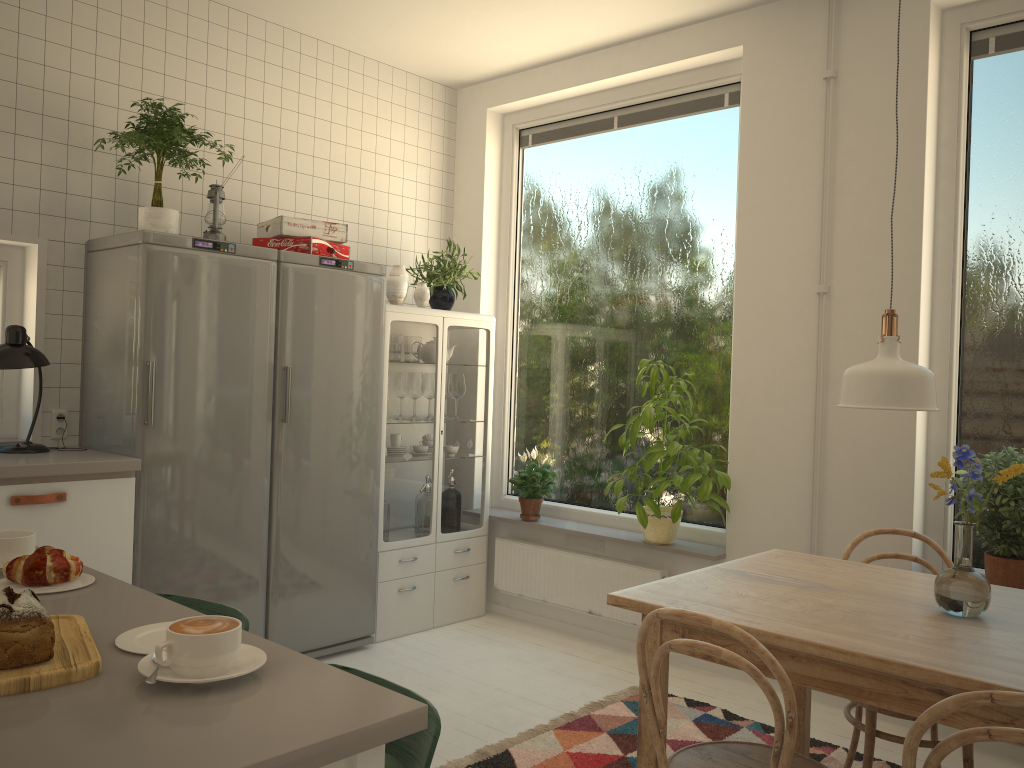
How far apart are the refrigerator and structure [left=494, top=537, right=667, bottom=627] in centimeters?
81cm

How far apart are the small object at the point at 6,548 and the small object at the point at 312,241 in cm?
222

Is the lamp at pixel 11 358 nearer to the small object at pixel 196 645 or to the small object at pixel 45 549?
the small object at pixel 45 549

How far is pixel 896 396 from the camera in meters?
2.0 m

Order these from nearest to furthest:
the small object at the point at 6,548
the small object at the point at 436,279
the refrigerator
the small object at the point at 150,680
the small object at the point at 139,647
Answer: the small object at the point at 150,680 < the small object at the point at 139,647 < the small object at the point at 6,548 < the refrigerator < the small object at the point at 436,279

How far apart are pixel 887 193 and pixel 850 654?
2.27m

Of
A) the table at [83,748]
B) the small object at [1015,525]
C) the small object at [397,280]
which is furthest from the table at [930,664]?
the small object at [397,280]

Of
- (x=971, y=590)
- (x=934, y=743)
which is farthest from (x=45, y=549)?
(x=934, y=743)

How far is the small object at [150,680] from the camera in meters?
1.1 m

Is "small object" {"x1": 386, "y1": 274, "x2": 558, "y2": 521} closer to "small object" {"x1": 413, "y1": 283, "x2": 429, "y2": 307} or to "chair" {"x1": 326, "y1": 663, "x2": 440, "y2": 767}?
"small object" {"x1": 413, "y1": 283, "x2": 429, "y2": 307}
